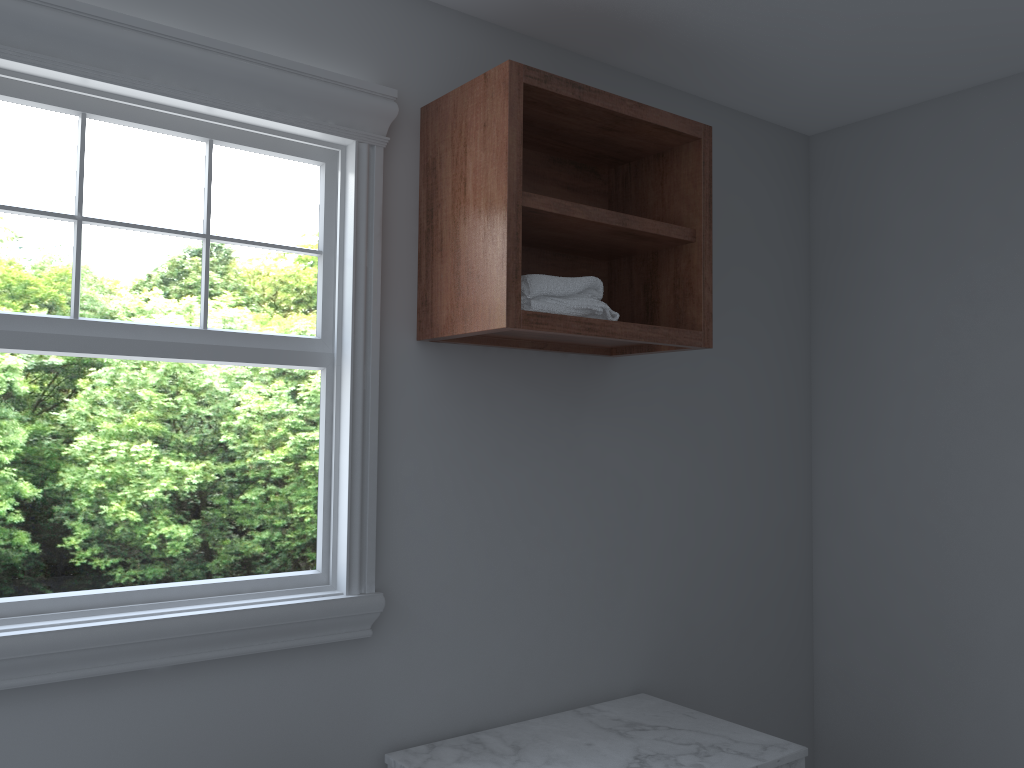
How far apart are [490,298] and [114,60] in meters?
0.9

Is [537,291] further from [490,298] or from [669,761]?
[669,761]

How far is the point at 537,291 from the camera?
1.9 meters

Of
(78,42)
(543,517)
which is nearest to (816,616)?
(543,517)

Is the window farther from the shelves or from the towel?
the towel

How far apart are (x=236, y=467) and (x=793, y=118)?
12.0m

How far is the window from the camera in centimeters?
169cm

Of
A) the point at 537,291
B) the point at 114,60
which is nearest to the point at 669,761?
the point at 537,291

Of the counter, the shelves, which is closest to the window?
the shelves

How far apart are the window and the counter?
0.30m
